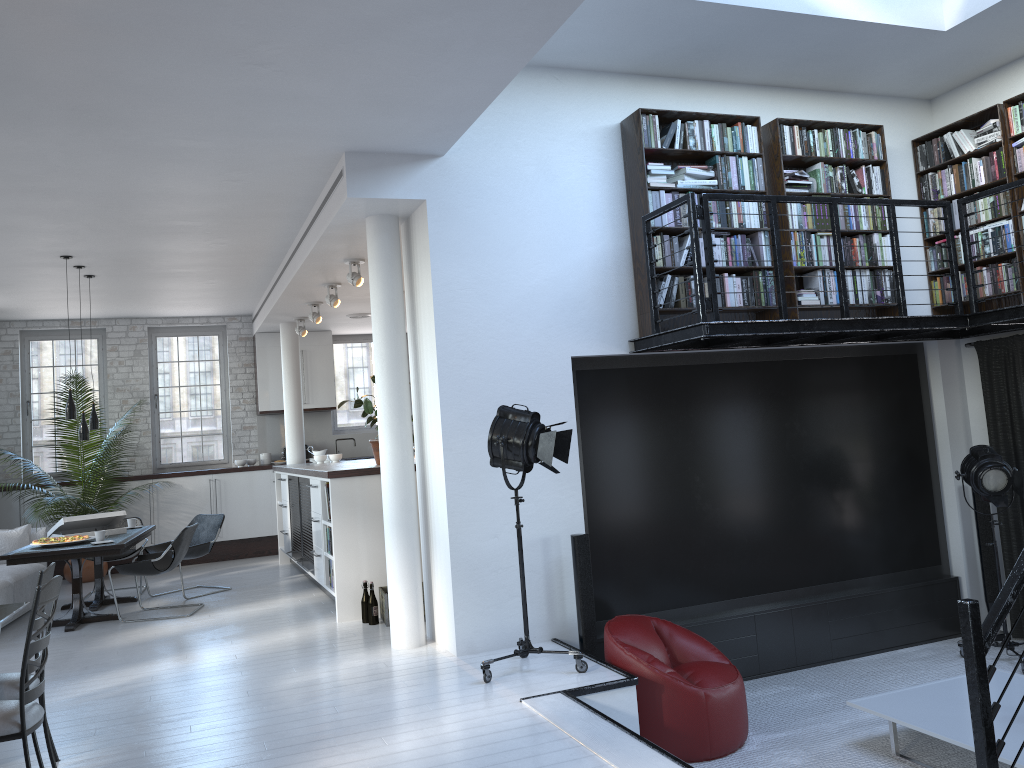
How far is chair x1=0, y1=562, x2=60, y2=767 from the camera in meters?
4.0 m

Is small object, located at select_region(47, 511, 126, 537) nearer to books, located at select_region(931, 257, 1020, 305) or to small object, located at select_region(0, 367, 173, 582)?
small object, located at select_region(0, 367, 173, 582)

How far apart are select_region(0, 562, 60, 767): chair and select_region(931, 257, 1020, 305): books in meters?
6.7

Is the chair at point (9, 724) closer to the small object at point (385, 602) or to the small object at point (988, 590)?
the small object at point (385, 602)

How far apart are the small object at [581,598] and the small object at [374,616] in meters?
1.9

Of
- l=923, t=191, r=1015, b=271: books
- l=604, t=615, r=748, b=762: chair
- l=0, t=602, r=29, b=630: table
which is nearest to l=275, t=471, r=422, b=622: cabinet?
l=604, t=615, r=748, b=762: chair

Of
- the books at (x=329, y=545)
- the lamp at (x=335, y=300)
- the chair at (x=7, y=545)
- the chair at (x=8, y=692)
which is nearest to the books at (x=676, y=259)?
the books at (x=329, y=545)

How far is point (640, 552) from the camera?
6.4 meters

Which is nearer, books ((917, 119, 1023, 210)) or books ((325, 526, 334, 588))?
books ((917, 119, 1023, 210))

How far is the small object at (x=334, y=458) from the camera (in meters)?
10.31
